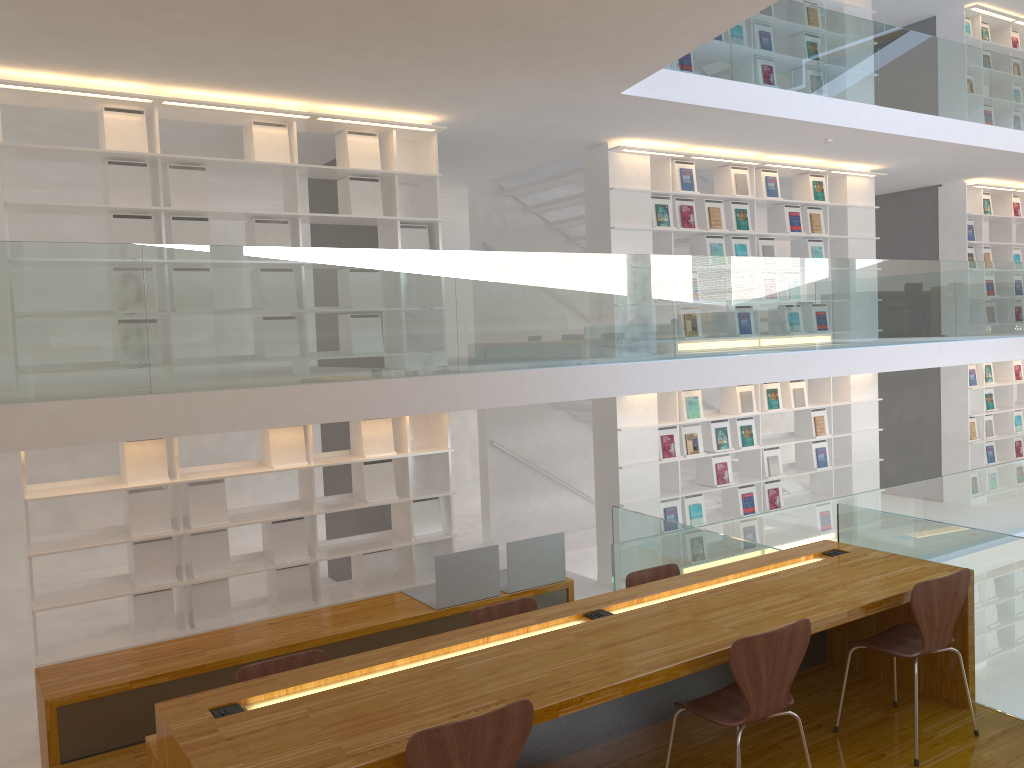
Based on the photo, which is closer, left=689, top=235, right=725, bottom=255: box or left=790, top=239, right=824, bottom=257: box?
left=689, top=235, right=725, bottom=255: box

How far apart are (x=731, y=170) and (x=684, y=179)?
0.65m

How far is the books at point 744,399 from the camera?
8.49m

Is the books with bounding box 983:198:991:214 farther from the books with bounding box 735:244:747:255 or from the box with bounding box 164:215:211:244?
the box with bounding box 164:215:211:244

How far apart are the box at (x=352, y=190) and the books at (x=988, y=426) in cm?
838

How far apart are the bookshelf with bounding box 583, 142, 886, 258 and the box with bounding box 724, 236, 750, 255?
0.1m

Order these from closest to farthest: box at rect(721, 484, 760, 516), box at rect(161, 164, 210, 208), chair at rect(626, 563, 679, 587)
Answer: chair at rect(626, 563, 679, 587) → box at rect(161, 164, 210, 208) → box at rect(721, 484, 760, 516)

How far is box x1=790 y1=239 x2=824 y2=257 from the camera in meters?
9.0

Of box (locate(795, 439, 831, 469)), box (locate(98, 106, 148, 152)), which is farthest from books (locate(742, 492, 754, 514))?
box (locate(98, 106, 148, 152))

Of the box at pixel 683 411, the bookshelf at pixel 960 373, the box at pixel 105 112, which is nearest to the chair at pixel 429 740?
the box at pixel 105 112
